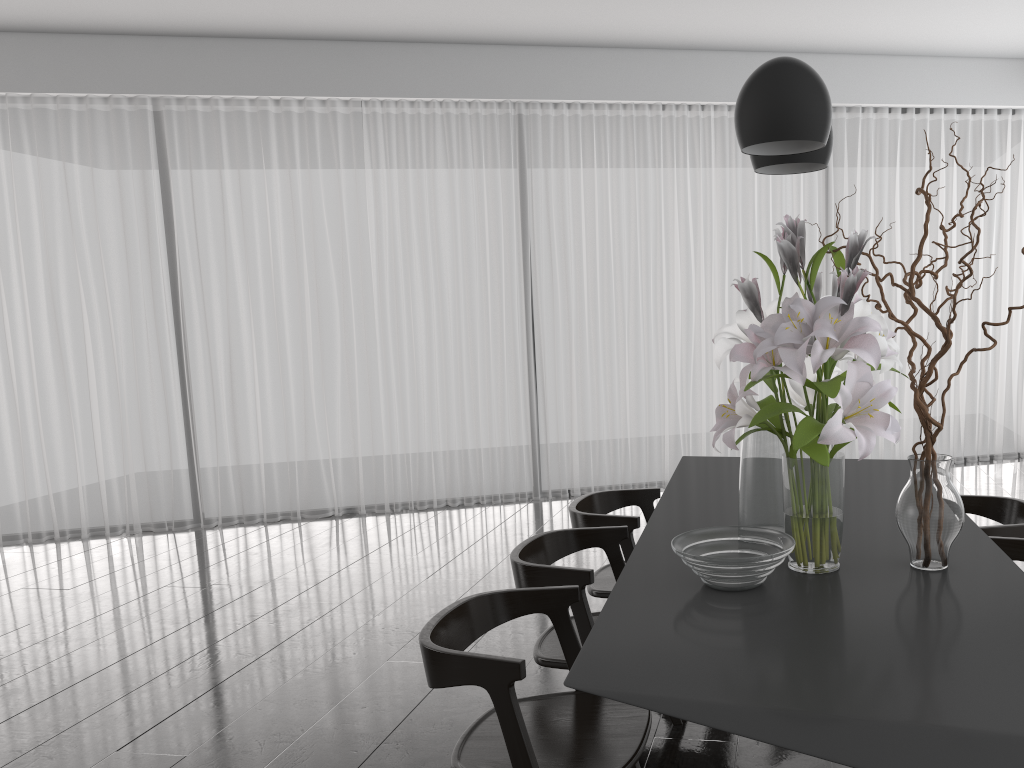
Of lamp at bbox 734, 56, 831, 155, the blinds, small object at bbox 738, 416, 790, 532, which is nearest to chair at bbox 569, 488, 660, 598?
small object at bbox 738, 416, 790, 532

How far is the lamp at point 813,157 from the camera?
2.2 meters

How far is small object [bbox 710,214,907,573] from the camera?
1.7m

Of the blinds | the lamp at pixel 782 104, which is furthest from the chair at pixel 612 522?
the blinds

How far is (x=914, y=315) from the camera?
1.97m

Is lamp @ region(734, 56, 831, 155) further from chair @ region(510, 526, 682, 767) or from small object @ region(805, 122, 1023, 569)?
chair @ region(510, 526, 682, 767)

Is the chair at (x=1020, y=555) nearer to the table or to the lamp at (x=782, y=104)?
the table

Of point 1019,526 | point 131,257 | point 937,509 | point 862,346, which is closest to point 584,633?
point 937,509

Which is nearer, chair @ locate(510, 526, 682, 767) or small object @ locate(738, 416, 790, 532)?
small object @ locate(738, 416, 790, 532)

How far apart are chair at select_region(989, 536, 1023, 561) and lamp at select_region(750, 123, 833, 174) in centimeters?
110cm
